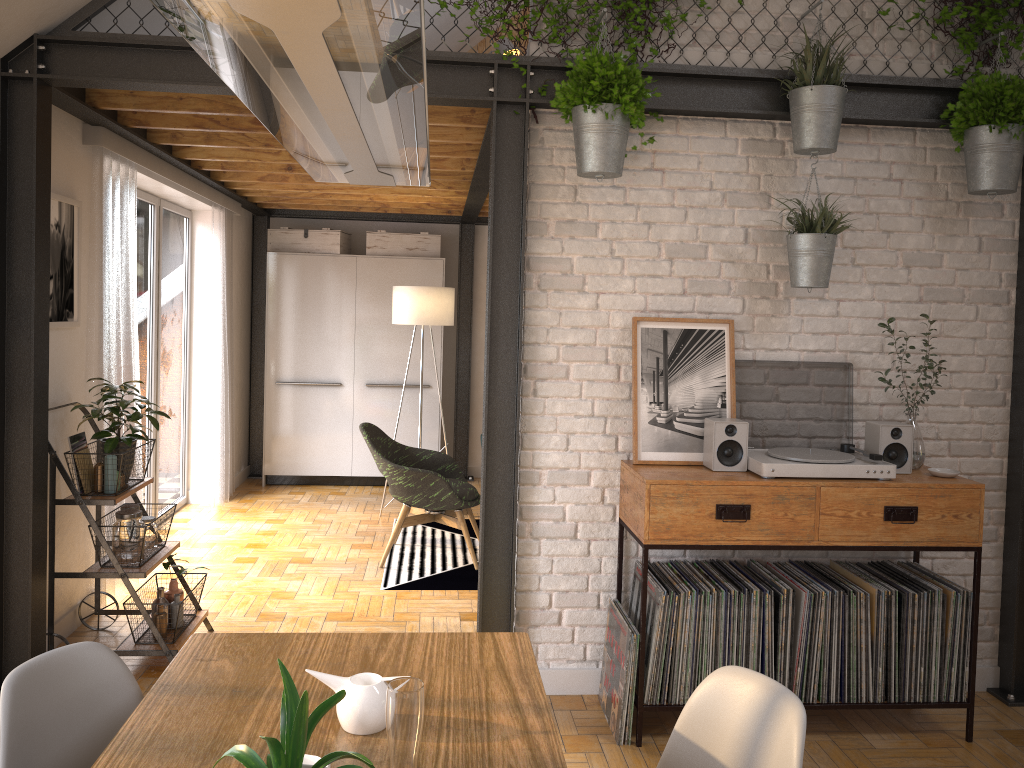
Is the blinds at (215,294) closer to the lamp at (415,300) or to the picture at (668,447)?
the lamp at (415,300)

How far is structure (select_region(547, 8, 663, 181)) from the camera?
3.2m

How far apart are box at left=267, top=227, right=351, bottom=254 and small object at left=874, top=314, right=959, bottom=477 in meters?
5.2 m

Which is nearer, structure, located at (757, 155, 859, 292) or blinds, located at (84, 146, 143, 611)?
structure, located at (757, 155, 859, 292)

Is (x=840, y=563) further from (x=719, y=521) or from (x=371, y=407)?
(x=371, y=407)

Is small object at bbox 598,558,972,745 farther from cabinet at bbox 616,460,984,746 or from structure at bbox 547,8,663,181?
structure at bbox 547,8,663,181

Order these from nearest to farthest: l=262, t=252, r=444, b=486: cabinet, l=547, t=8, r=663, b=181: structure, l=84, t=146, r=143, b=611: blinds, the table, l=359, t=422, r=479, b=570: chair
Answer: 1. the table
2. l=547, t=8, r=663, b=181: structure
3. l=84, t=146, r=143, b=611: blinds
4. l=359, t=422, r=479, b=570: chair
5. l=262, t=252, r=444, b=486: cabinet

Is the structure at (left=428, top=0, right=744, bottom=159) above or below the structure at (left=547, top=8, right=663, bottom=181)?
above

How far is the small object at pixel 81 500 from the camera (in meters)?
3.63

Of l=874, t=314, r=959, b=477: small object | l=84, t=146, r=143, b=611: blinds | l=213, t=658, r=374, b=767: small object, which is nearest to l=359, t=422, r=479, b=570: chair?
l=84, t=146, r=143, b=611: blinds
